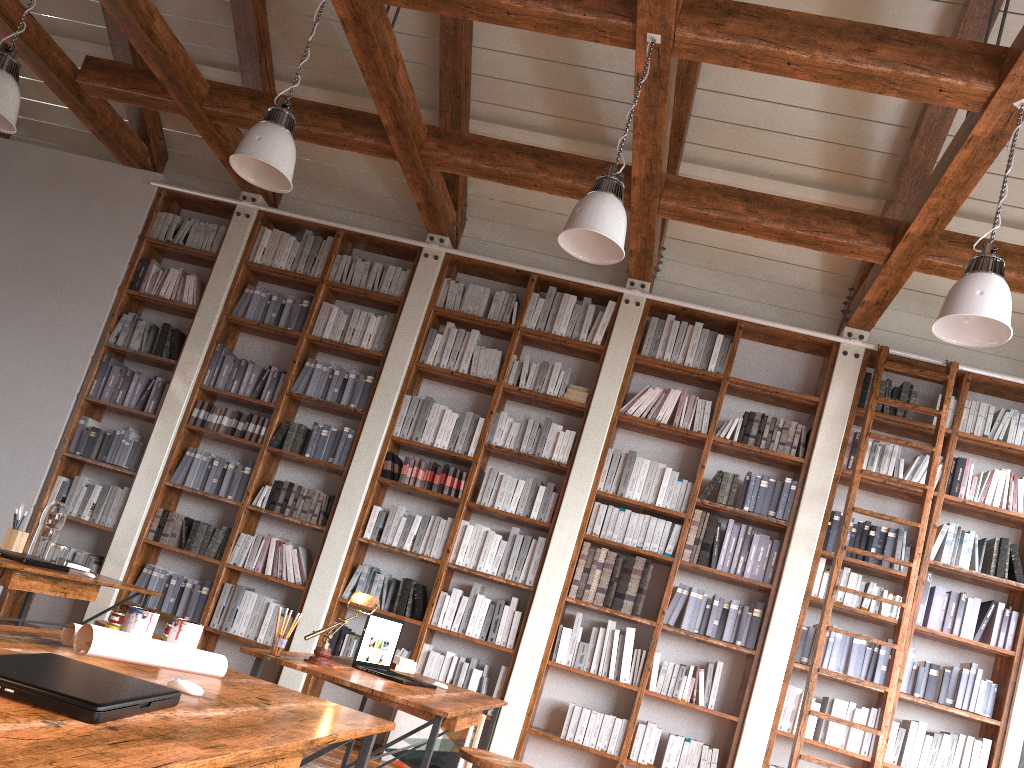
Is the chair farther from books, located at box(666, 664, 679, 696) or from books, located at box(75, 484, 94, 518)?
books, located at box(75, 484, 94, 518)

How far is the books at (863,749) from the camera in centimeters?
523cm

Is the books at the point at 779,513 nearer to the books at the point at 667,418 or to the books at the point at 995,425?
the books at the point at 667,418

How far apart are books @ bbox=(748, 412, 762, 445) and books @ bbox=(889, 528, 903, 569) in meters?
1.1 m

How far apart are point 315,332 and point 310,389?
0.4m

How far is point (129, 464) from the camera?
6.3m

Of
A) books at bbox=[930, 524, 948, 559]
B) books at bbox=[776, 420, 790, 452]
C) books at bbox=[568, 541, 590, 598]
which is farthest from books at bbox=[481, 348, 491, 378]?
books at bbox=[930, 524, 948, 559]

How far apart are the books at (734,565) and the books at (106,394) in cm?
467

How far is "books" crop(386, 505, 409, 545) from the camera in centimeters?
597cm

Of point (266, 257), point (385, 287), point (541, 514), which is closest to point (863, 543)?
point (541, 514)
